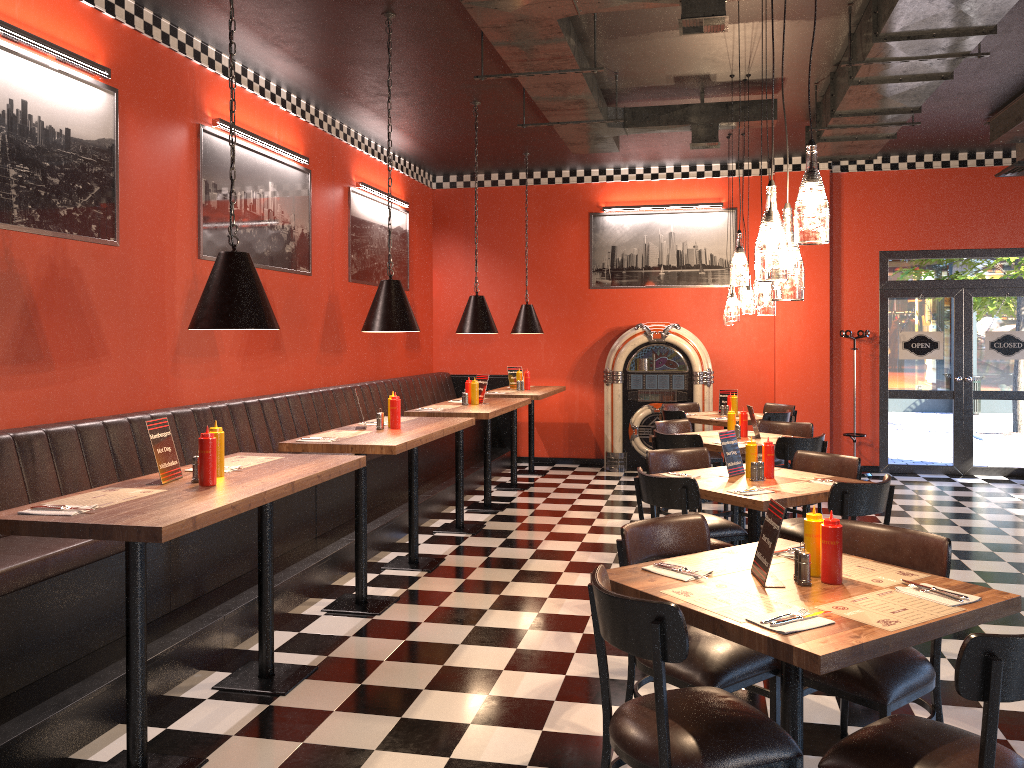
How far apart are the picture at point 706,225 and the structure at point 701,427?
0.63m

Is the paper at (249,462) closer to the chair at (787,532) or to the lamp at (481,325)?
the chair at (787,532)

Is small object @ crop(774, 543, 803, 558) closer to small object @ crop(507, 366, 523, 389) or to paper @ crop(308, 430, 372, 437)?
paper @ crop(308, 430, 372, 437)

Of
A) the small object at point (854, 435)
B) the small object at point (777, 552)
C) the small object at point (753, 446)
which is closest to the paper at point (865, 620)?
the small object at point (777, 552)

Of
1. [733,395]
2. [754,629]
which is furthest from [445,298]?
[754,629]

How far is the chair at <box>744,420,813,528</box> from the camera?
7.41m

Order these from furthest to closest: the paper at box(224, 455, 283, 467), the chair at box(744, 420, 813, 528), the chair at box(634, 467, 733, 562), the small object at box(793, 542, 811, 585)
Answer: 1. the chair at box(744, 420, 813, 528)
2. the chair at box(634, 467, 733, 562)
3. the paper at box(224, 455, 283, 467)
4. the small object at box(793, 542, 811, 585)

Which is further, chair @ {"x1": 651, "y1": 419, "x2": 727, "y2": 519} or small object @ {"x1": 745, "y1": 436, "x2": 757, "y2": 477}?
chair @ {"x1": 651, "y1": 419, "x2": 727, "y2": 519}

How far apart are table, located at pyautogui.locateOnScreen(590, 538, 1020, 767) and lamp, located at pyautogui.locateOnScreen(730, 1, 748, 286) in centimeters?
192cm

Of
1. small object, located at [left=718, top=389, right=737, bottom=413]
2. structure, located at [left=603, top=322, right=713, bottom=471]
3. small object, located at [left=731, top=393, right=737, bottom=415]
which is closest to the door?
structure, located at [left=603, top=322, right=713, bottom=471]
